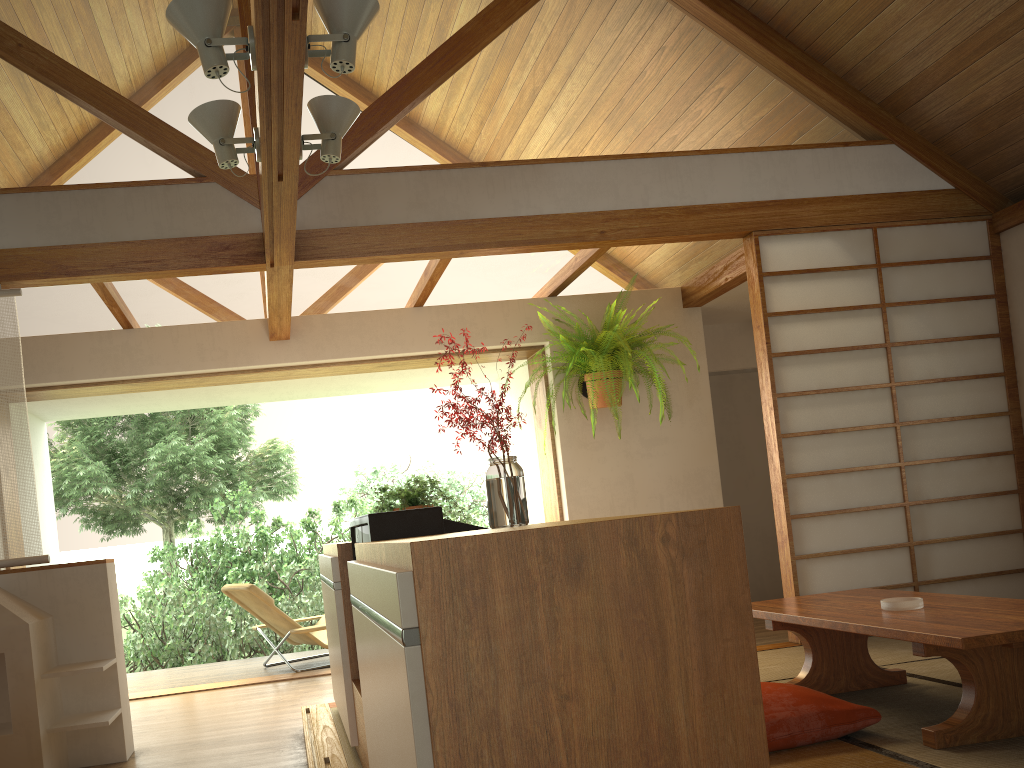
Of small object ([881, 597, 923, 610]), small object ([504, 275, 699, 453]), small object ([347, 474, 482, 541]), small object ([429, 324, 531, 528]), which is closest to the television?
small object ([429, 324, 531, 528])

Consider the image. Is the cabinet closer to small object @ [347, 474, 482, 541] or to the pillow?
small object @ [347, 474, 482, 541]

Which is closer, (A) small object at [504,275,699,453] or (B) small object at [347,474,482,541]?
(B) small object at [347,474,482,541]

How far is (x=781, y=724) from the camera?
2.7 meters

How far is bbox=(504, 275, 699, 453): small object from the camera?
5.2 meters

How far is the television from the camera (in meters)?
2.29

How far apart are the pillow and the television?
1.1 meters

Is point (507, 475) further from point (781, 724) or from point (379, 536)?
point (781, 724)

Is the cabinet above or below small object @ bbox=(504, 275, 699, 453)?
below

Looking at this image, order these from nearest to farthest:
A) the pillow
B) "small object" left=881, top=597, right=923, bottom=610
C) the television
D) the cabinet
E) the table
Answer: the cabinet → the television → the table → the pillow → "small object" left=881, top=597, right=923, bottom=610
